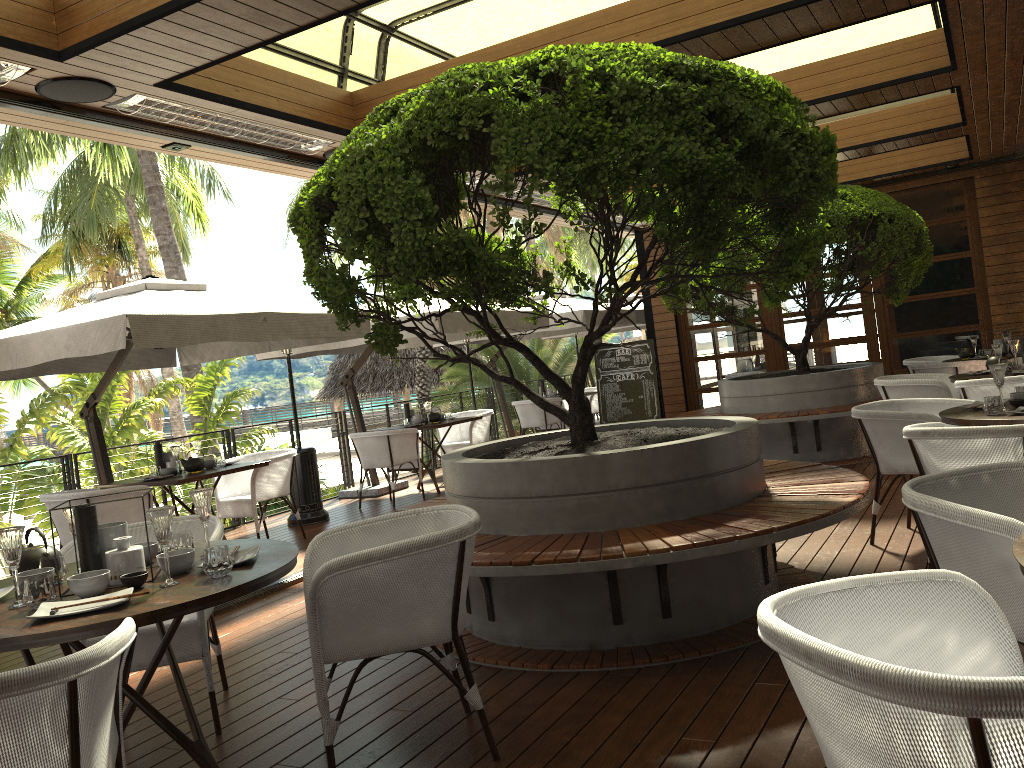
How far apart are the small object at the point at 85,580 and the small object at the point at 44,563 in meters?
0.3

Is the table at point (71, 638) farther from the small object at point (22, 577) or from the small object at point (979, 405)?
the small object at point (979, 405)

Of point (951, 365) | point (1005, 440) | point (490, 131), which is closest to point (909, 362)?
point (951, 365)

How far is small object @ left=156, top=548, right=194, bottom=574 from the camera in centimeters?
274cm

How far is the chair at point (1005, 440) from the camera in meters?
3.6 m

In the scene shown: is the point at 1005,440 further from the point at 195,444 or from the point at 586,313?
the point at 586,313

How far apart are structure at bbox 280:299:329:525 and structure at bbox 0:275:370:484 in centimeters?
51cm

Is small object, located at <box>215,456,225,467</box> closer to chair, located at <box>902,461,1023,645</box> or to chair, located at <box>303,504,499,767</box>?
chair, located at <box>303,504,499,767</box>

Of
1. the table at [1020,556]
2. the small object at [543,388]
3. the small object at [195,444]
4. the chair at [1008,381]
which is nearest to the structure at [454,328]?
the small object at [195,444]

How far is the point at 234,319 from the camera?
6.1 meters
